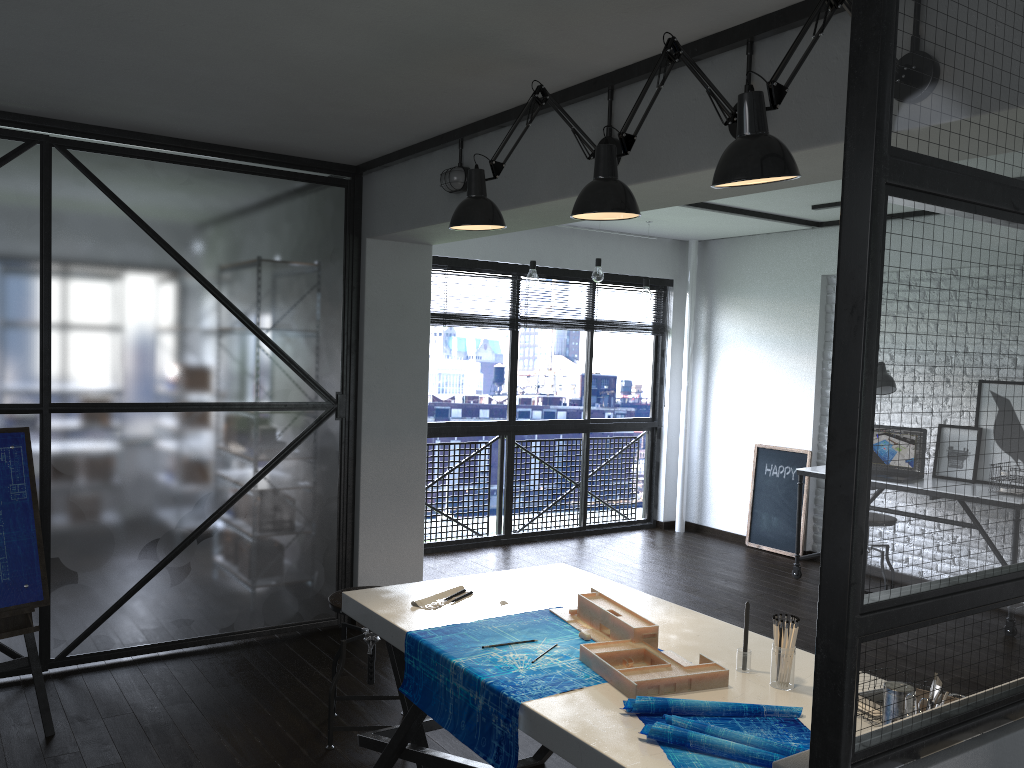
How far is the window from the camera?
6.21m

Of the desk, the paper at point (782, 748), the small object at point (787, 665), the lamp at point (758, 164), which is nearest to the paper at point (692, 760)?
the paper at point (782, 748)

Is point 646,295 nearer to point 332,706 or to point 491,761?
point 332,706

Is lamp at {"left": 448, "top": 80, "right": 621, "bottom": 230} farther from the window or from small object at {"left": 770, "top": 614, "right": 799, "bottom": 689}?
the window

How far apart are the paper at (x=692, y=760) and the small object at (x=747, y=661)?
0.24m

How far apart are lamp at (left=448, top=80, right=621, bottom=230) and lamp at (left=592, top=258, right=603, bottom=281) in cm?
Answer: 312

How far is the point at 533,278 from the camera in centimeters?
561cm

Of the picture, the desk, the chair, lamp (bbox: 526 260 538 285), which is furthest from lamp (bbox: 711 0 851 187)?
the picture

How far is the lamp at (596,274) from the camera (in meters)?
5.91

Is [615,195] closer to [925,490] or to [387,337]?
[925,490]
